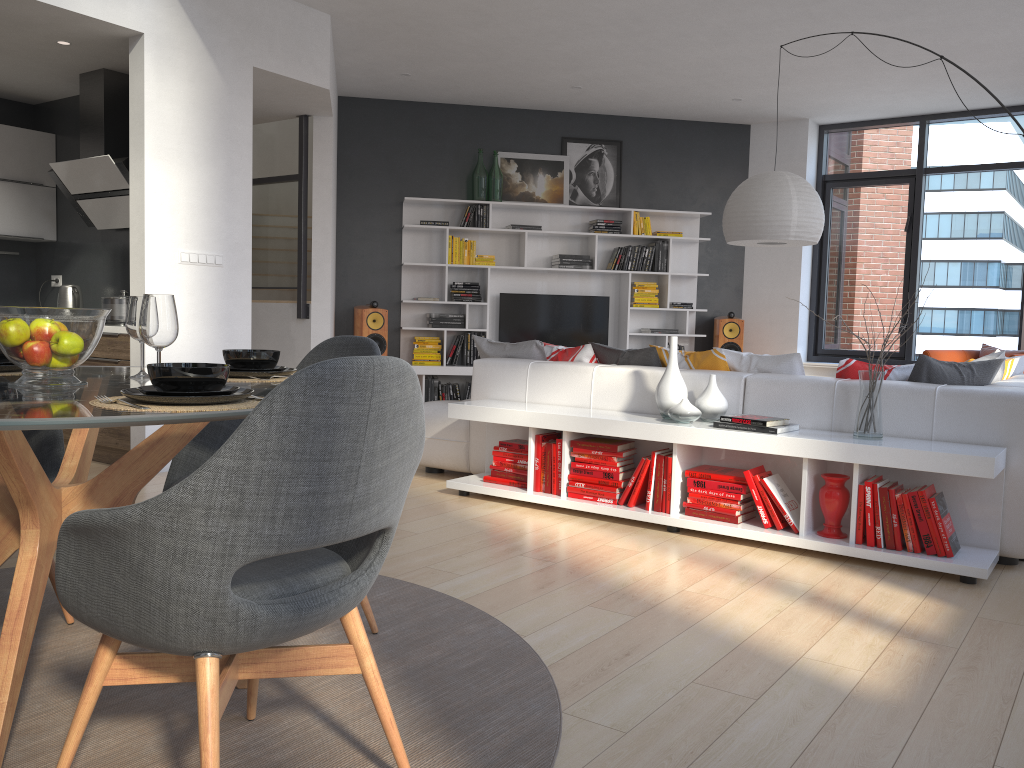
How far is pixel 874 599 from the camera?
3.2m

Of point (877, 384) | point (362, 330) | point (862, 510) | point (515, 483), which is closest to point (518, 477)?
point (515, 483)

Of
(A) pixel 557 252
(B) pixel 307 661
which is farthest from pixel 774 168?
(B) pixel 307 661

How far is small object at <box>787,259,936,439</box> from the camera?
3.7m

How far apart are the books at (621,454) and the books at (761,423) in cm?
55

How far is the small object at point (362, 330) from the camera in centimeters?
808cm

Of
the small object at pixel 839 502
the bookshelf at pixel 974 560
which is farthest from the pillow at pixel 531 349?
the small object at pixel 839 502

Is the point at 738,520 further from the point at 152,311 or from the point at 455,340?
the point at 455,340

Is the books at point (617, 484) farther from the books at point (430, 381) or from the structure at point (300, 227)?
the books at point (430, 381)

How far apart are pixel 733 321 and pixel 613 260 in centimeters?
133cm
